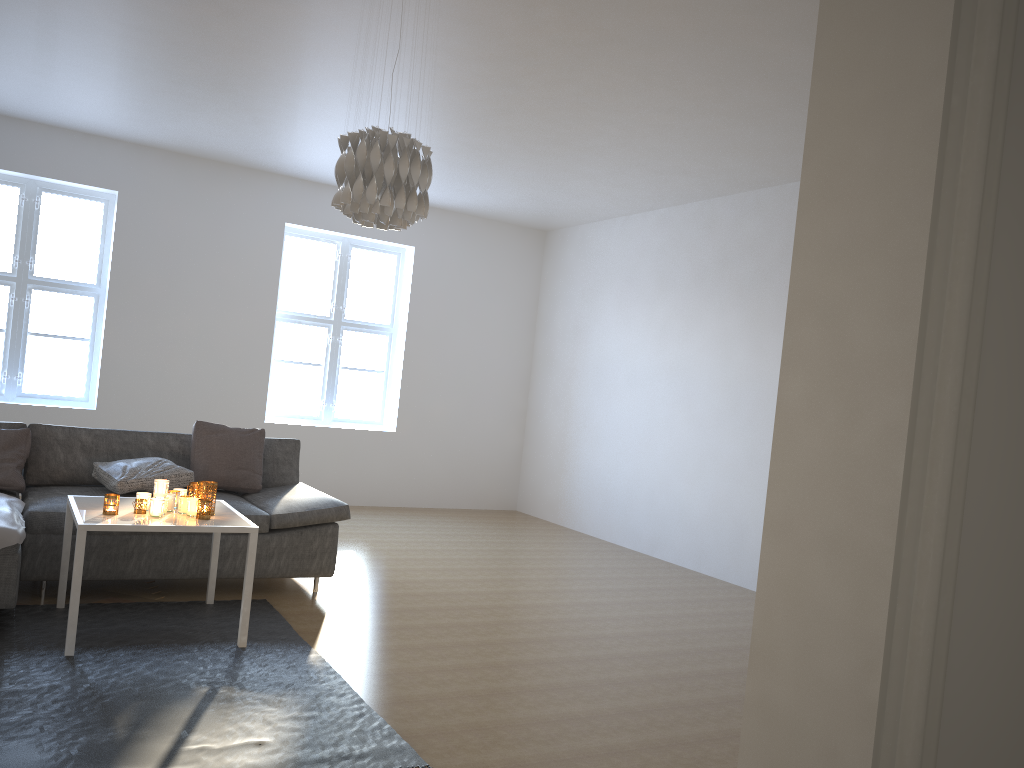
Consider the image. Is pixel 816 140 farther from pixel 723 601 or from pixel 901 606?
pixel 723 601

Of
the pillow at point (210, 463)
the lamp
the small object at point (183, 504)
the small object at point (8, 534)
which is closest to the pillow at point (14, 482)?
the small object at point (8, 534)

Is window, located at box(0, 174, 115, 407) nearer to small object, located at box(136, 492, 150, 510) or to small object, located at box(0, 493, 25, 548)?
small object, located at box(0, 493, 25, 548)

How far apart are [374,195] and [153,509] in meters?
1.6 m

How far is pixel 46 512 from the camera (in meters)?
4.00

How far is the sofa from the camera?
4.0 meters

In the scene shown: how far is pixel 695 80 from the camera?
4.4m

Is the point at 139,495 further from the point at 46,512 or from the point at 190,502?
the point at 46,512

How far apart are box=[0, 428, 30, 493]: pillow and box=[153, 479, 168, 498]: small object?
1.2 meters

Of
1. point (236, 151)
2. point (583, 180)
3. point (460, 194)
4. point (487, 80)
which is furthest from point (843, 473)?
point (460, 194)
